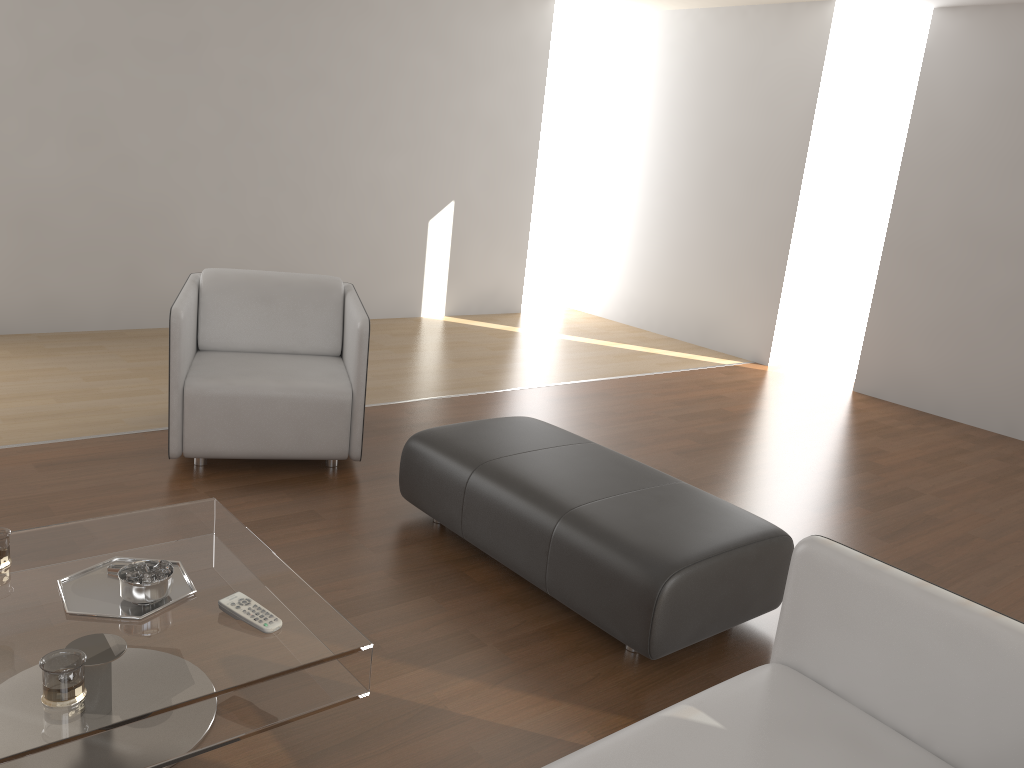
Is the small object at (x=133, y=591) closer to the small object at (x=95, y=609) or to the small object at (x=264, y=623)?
the small object at (x=95, y=609)

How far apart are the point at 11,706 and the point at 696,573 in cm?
165

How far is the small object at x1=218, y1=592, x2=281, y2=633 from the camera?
1.9m

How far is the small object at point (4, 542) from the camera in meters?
2.1

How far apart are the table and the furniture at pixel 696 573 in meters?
0.8

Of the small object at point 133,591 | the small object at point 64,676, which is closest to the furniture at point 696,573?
the small object at point 133,591

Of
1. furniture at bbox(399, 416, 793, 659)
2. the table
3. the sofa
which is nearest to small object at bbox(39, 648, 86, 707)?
the table

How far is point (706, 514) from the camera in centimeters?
275cm

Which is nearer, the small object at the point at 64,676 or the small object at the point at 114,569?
the small object at the point at 64,676

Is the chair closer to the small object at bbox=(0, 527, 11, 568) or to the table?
the table
